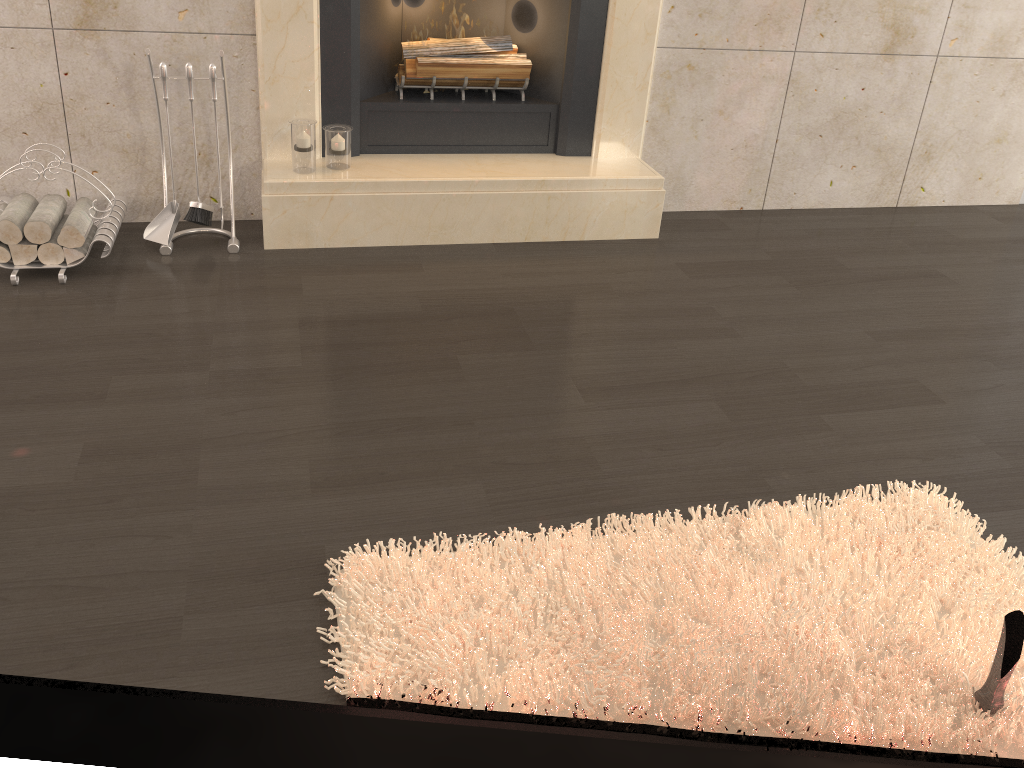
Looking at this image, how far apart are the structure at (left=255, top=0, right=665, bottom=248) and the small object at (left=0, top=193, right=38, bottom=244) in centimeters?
73cm

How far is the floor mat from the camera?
1.6m

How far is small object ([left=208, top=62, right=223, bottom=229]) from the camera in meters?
2.8

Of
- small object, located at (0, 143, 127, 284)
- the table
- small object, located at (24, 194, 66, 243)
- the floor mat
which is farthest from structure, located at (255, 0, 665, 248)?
the table

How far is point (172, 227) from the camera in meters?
3.0 m

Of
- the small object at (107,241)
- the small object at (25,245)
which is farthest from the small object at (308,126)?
the small object at (25,245)

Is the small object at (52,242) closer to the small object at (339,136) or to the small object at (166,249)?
the small object at (166,249)

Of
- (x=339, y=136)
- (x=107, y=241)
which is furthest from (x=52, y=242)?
(x=339, y=136)

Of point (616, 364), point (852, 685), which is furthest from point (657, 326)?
point (852, 685)

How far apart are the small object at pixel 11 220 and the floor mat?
1.7m
